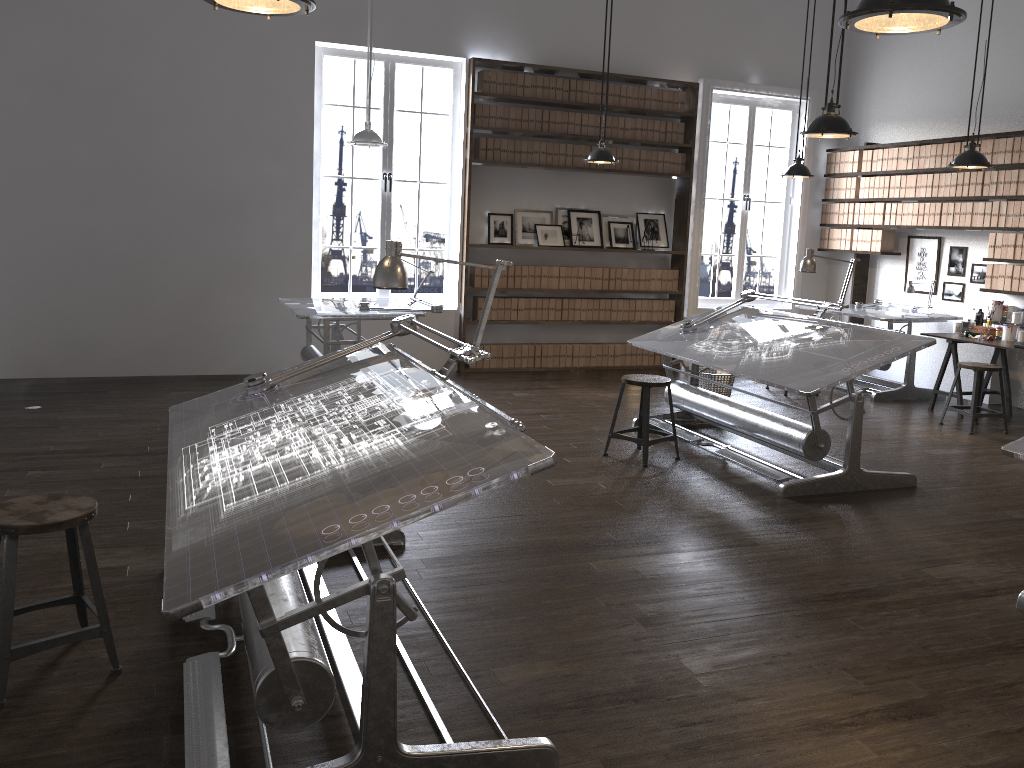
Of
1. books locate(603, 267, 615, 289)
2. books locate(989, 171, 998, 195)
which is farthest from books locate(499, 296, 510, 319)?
books locate(989, 171, 998, 195)

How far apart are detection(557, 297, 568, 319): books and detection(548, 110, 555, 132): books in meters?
1.7

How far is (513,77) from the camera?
8.4m

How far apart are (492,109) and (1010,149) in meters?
4.6 m

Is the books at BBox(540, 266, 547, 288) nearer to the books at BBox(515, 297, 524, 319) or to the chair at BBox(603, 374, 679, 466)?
the books at BBox(515, 297, 524, 319)

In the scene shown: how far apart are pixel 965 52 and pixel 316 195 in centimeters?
620cm

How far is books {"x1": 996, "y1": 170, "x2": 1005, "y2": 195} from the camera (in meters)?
7.69

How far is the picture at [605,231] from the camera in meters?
9.2

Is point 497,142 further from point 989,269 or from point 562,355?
point 989,269

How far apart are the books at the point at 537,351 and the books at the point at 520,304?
0.40m
